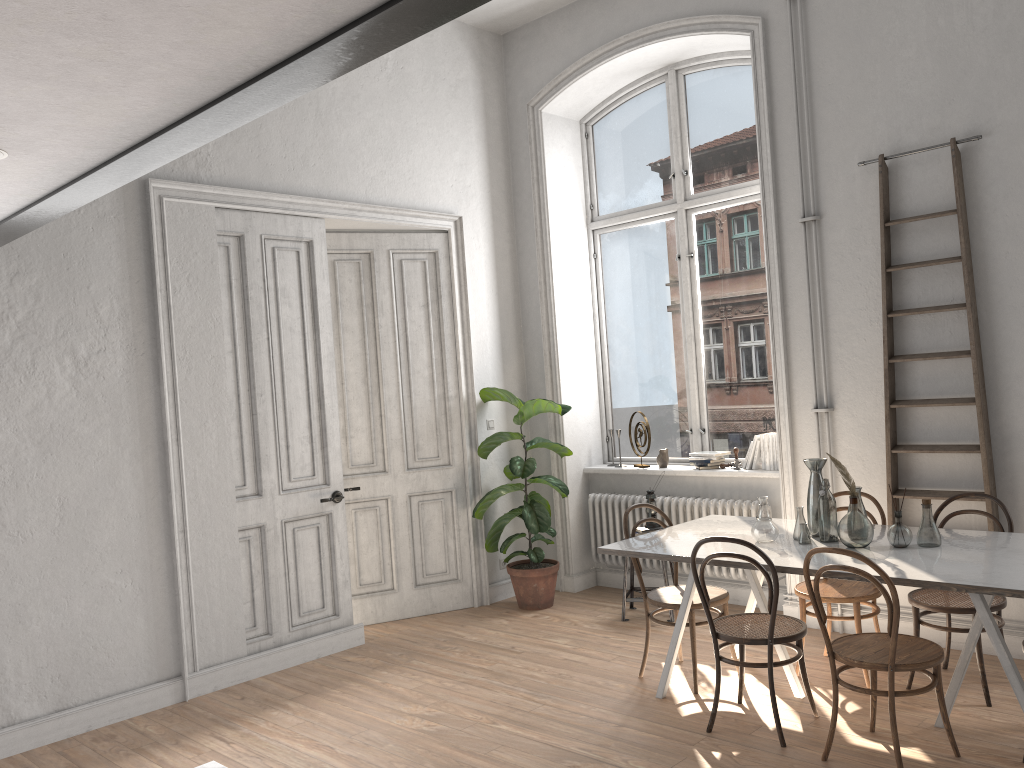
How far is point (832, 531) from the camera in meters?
4.2 m

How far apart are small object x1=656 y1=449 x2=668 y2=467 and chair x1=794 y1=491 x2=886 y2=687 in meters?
1.9 m

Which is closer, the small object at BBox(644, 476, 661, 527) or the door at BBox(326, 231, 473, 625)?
the small object at BBox(644, 476, 661, 527)

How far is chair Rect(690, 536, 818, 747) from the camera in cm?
384

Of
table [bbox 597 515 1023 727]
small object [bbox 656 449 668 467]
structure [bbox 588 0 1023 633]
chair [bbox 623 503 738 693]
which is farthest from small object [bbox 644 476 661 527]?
chair [bbox 623 503 738 693]

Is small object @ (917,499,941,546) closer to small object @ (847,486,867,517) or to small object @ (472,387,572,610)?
small object @ (847,486,867,517)

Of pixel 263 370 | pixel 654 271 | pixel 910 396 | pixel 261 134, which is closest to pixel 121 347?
pixel 263 370

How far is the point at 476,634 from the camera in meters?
5.9

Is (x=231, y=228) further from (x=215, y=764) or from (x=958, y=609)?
(x=958, y=609)

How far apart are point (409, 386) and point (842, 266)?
3.1 meters
